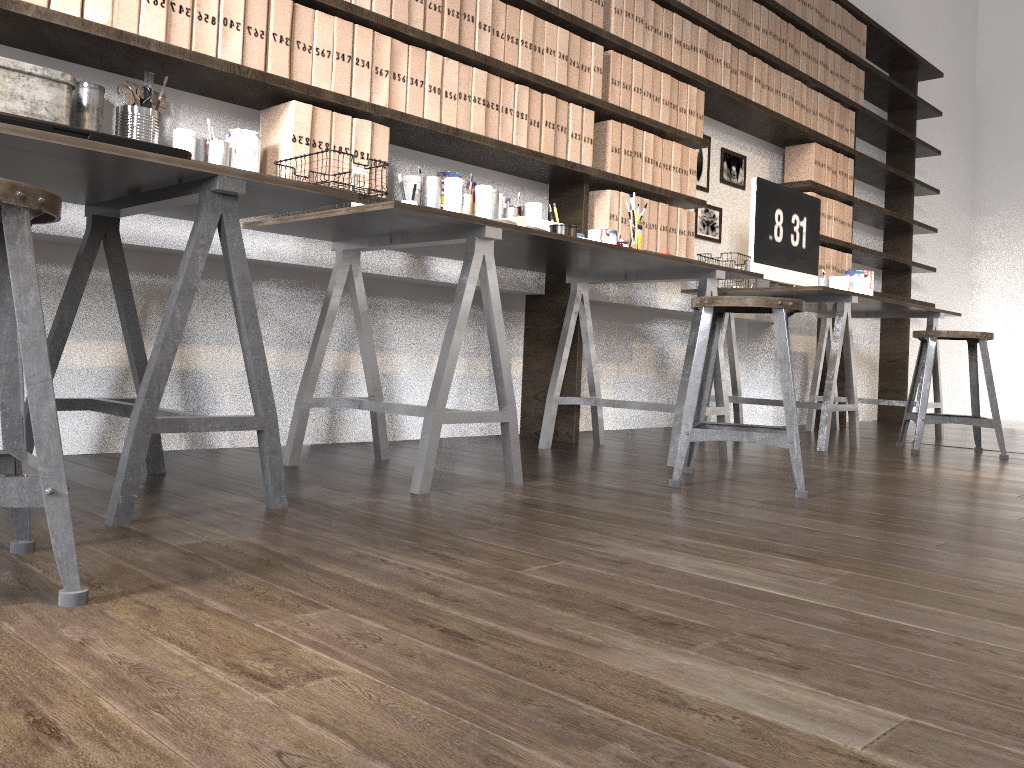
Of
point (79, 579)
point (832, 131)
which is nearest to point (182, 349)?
point (79, 579)

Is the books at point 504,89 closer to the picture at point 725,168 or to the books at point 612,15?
the books at point 612,15

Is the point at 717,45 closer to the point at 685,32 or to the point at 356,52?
the point at 685,32

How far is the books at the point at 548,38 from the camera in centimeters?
318cm

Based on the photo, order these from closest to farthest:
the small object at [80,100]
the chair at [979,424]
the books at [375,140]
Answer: the small object at [80,100], the books at [375,140], the chair at [979,424]

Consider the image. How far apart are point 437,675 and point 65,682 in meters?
0.4

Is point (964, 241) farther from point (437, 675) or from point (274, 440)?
point (437, 675)

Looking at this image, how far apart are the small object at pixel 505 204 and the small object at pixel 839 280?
2.00m

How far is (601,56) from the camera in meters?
3.4 m

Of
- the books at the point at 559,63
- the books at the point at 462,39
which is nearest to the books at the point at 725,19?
the books at the point at 559,63
